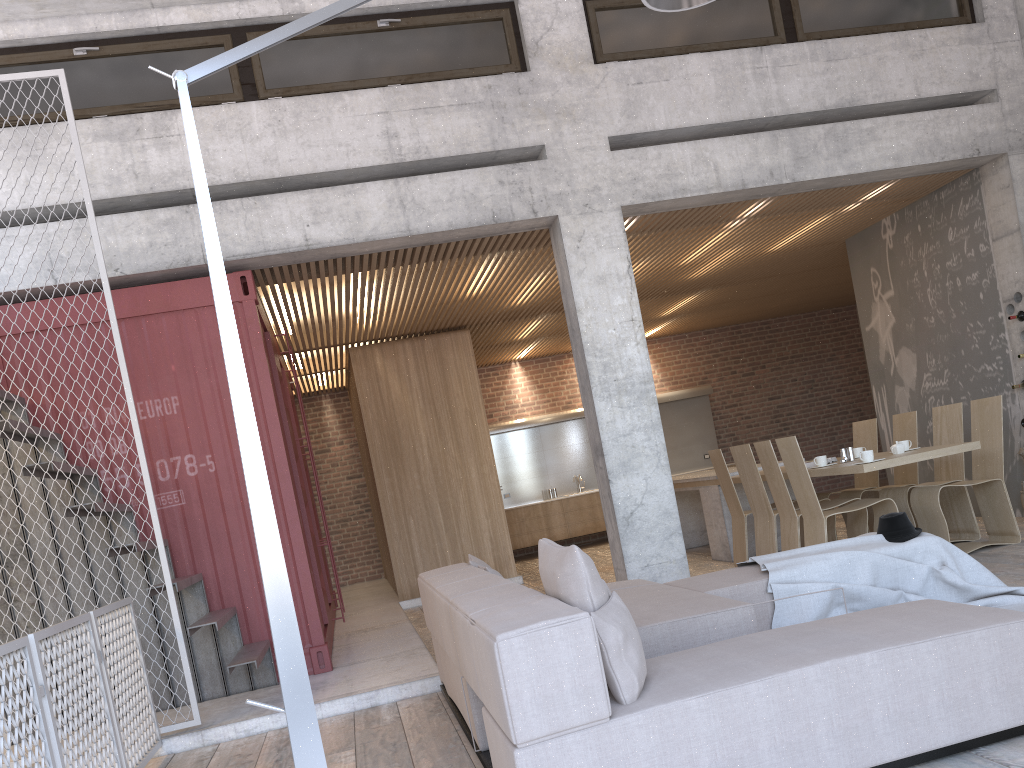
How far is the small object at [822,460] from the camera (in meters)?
7.33

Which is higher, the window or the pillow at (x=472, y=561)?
the window

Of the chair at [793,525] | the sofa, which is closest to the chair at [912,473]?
the chair at [793,525]

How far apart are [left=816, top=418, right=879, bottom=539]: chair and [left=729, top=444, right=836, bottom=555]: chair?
1.0m

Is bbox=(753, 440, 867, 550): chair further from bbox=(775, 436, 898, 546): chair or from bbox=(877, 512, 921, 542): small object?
bbox=(877, 512, 921, 542): small object

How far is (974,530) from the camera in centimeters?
749cm

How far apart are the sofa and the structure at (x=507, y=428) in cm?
873

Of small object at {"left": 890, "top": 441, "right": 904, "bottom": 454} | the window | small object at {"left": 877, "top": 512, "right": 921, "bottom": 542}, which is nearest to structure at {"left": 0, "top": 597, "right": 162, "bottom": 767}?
the window

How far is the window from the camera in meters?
6.7

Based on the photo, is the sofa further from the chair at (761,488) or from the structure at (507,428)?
the structure at (507,428)
